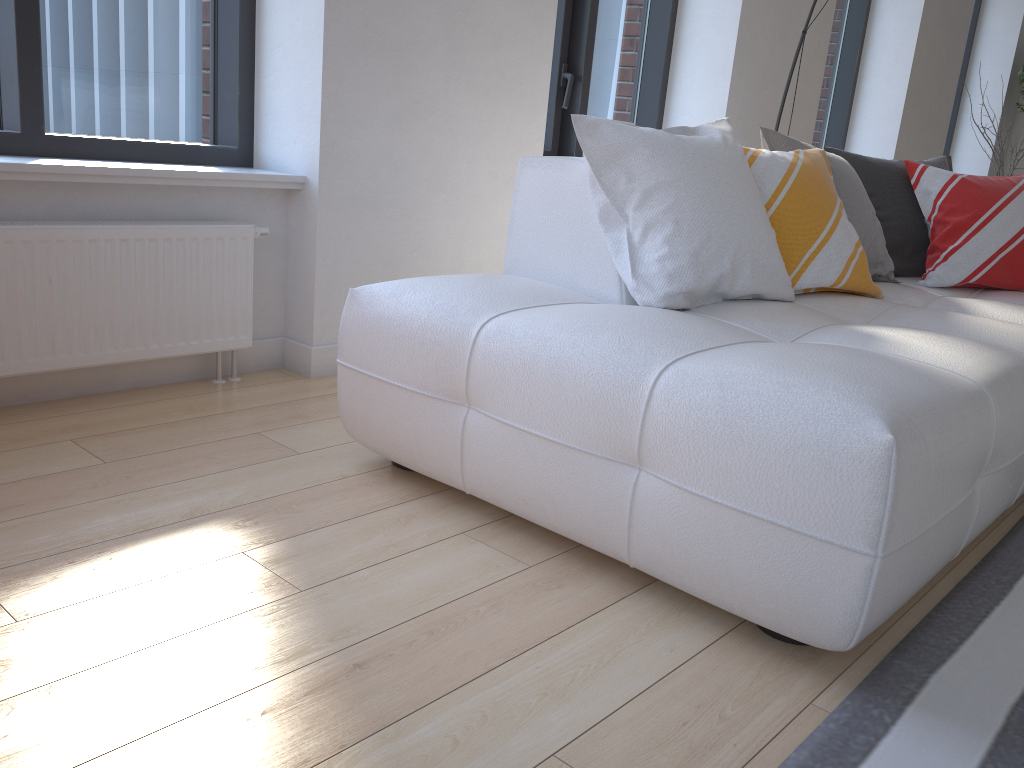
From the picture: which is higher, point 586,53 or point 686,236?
point 586,53

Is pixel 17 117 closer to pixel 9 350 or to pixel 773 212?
pixel 9 350

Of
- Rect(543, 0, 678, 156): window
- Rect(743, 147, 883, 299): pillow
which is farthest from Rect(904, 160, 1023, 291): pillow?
Rect(543, 0, 678, 156): window

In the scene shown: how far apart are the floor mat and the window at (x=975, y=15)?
6.66m

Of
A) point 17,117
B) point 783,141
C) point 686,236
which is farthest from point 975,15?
point 17,117

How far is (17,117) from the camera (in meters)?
2.28

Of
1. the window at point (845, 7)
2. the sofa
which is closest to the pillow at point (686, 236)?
the sofa

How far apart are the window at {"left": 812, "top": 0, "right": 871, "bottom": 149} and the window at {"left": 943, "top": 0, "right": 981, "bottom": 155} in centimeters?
229cm

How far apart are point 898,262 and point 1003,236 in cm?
31

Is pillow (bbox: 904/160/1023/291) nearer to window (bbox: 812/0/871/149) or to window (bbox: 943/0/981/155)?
window (bbox: 812/0/871/149)
